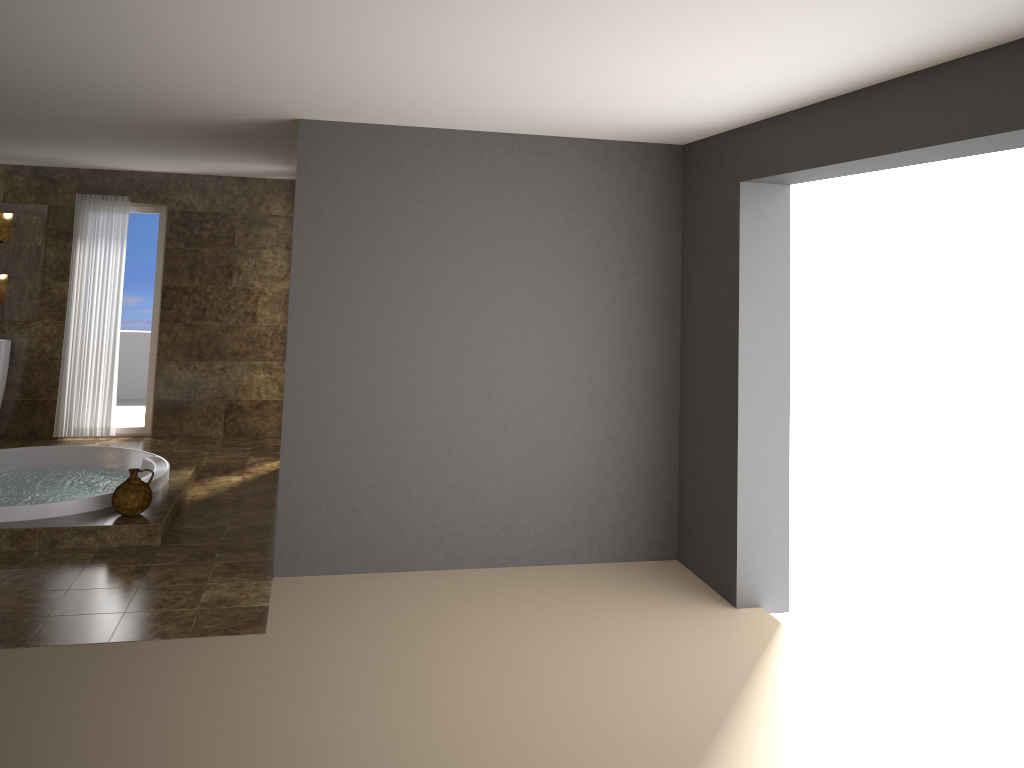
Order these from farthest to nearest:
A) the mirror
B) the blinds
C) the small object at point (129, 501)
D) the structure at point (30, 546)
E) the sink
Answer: the blinds < the mirror < the sink < the small object at point (129, 501) < the structure at point (30, 546)

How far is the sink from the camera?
7.7m

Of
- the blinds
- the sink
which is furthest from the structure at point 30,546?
the sink

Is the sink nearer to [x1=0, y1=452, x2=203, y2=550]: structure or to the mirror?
the mirror

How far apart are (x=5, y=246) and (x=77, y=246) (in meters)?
0.61

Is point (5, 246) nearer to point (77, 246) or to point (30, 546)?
point (77, 246)

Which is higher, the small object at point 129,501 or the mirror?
the mirror

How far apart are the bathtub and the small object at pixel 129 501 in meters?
0.2 m

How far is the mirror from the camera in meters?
7.9

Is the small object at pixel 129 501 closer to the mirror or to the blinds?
the blinds
